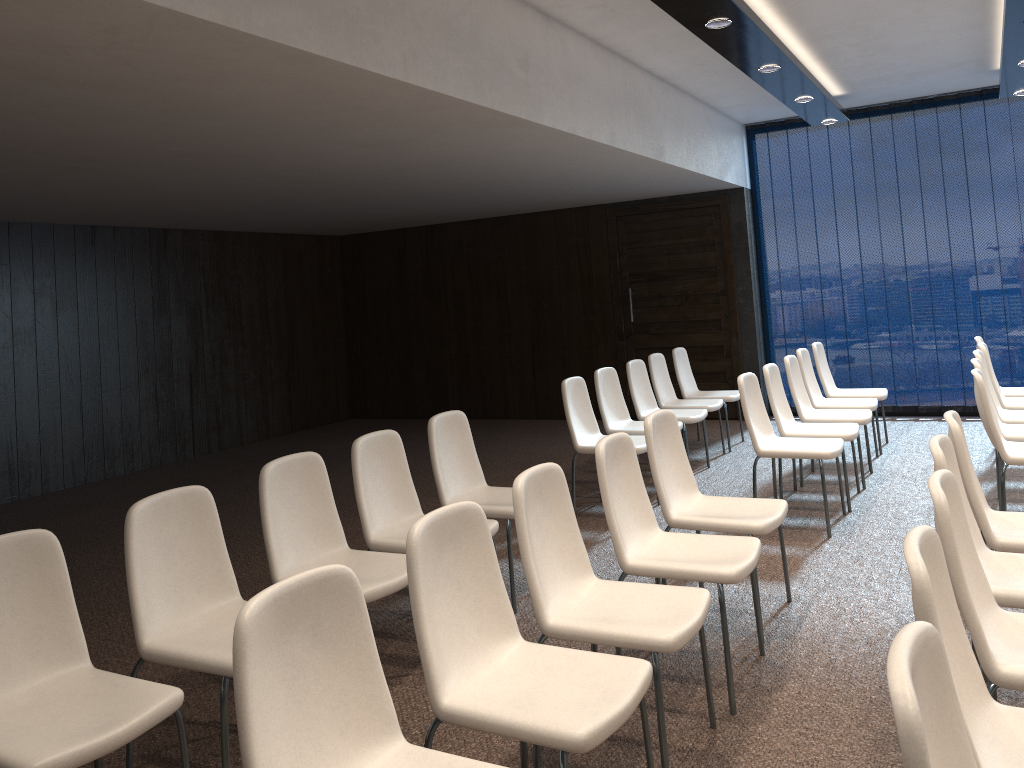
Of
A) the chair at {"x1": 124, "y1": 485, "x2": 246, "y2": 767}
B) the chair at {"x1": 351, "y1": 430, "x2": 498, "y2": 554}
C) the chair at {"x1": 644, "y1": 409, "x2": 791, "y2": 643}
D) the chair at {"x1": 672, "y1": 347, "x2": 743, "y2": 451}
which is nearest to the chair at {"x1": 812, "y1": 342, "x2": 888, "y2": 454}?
the chair at {"x1": 672, "y1": 347, "x2": 743, "y2": 451}

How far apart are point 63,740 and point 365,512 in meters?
1.8

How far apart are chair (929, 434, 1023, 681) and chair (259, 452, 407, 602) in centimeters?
196cm

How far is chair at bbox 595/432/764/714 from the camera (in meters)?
3.25

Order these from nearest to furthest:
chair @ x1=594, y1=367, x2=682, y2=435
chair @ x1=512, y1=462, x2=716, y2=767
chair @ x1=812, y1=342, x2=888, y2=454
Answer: chair @ x1=512, y1=462, x2=716, y2=767
chair @ x1=594, y1=367, x2=682, y2=435
chair @ x1=812, y1=342, x2=888, y2=454

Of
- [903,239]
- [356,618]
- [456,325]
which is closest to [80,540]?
[356,618]

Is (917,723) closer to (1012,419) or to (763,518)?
(763,518)

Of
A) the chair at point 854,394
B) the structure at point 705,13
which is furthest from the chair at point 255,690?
the chair at point 854,394

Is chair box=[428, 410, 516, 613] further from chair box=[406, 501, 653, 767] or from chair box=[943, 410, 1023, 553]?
chair box=[943, 410, 1023, 553]

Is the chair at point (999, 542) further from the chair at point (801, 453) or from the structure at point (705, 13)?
the structure at point (705, 13)
